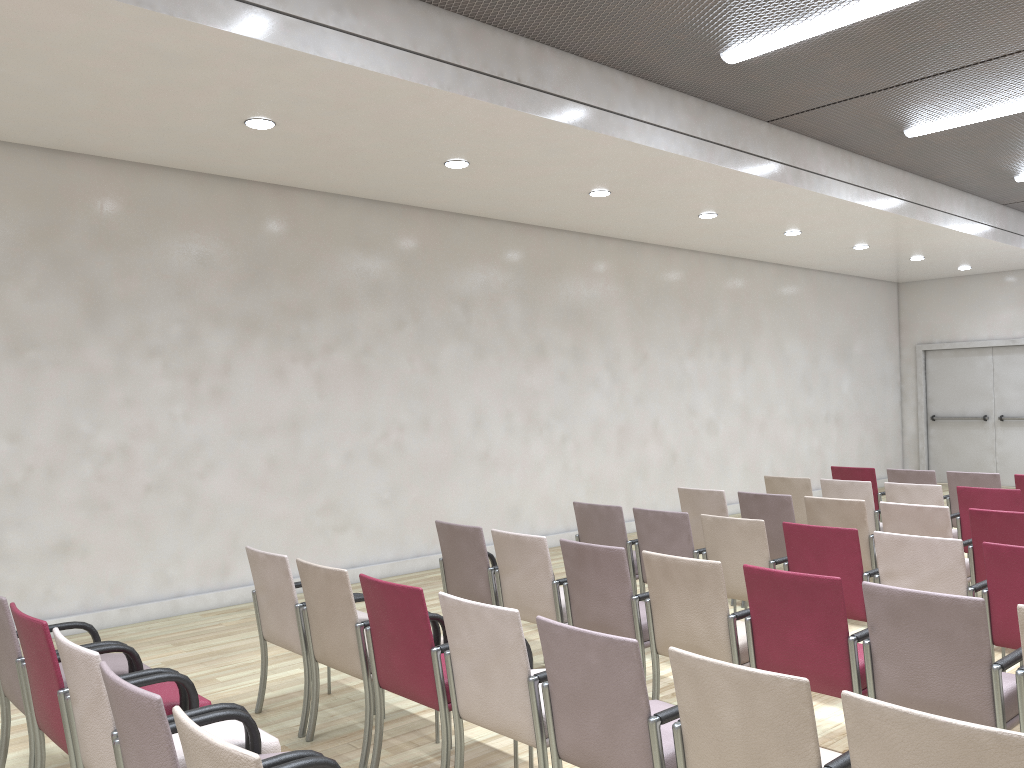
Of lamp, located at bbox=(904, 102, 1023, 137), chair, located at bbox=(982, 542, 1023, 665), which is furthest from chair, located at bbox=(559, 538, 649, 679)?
lamp, located at bbox=(904, 102, 1023, 137)

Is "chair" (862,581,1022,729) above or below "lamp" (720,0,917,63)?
below

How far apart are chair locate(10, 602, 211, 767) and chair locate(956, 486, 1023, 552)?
5.6 meters

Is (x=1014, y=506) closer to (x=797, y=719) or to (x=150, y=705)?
(x=797, y=719)

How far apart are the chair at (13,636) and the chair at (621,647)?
1.9m

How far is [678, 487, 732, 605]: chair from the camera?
6.8m

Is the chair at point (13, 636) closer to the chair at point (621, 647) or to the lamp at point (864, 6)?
the chair at point (621, 647)

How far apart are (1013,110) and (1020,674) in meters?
6.1 m

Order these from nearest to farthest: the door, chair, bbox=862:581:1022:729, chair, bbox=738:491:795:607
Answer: chair, bbox=862:581:1022:729, chair, bbox=738:491:795:607, the door

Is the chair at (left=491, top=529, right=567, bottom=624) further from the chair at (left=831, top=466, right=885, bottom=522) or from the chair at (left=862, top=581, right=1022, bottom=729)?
the chair at (left=831, top=466, right=885, bottom=522)
